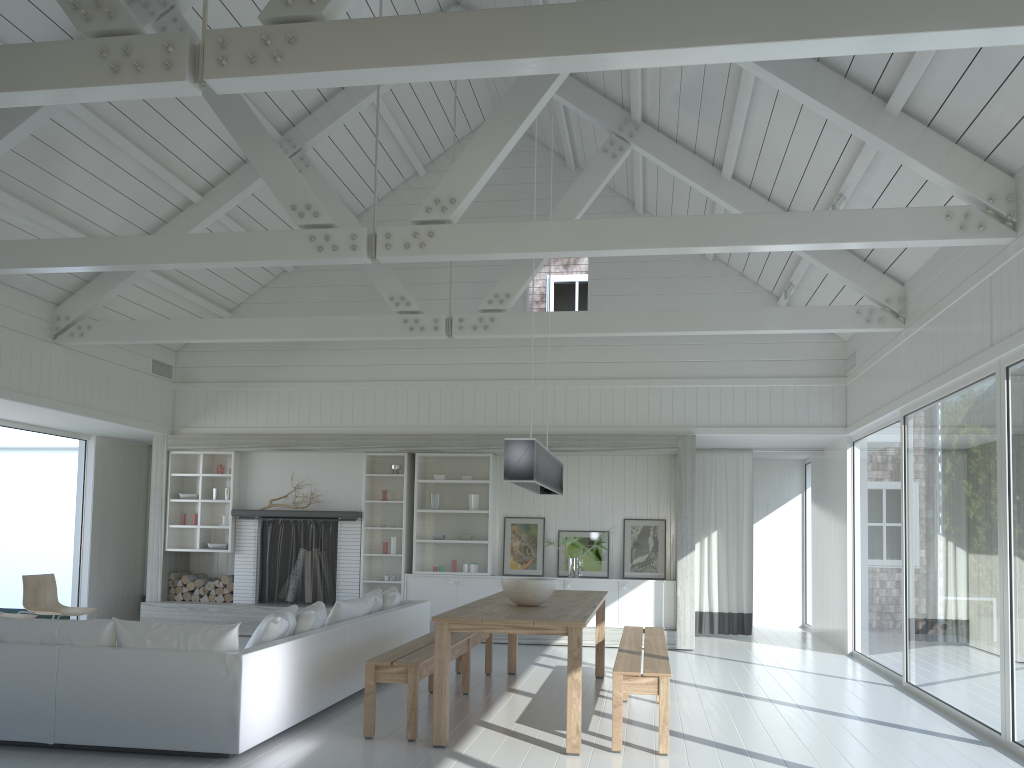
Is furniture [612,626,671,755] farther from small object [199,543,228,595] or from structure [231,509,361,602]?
small object [199,543,228,595]

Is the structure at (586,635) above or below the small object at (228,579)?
below

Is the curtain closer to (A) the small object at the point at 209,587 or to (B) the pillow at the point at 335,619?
(B) the pillow at the point at 335,619

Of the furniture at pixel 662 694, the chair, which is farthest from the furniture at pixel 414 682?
the chair

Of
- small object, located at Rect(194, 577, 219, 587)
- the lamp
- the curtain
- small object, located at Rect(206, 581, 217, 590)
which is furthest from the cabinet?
the lamp

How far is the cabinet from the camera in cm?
984

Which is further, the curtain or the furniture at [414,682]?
the curtain

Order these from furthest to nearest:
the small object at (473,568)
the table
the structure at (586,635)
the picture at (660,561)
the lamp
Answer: the small object at (473,568) → the picture at (660,561) → the structure at (586,635) → the lamp → the table

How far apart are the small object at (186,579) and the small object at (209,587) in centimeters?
29cm

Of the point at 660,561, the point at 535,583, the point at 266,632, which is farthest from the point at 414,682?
the point at 660,561
